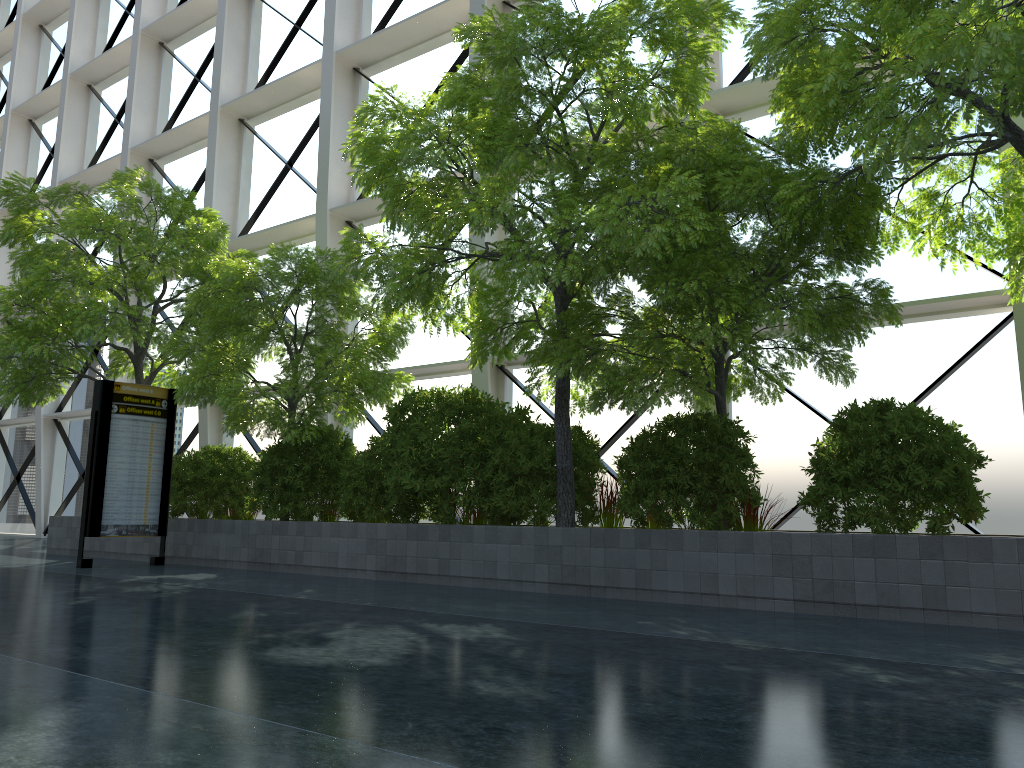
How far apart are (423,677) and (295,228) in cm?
1614

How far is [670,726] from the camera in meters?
3.3 m
